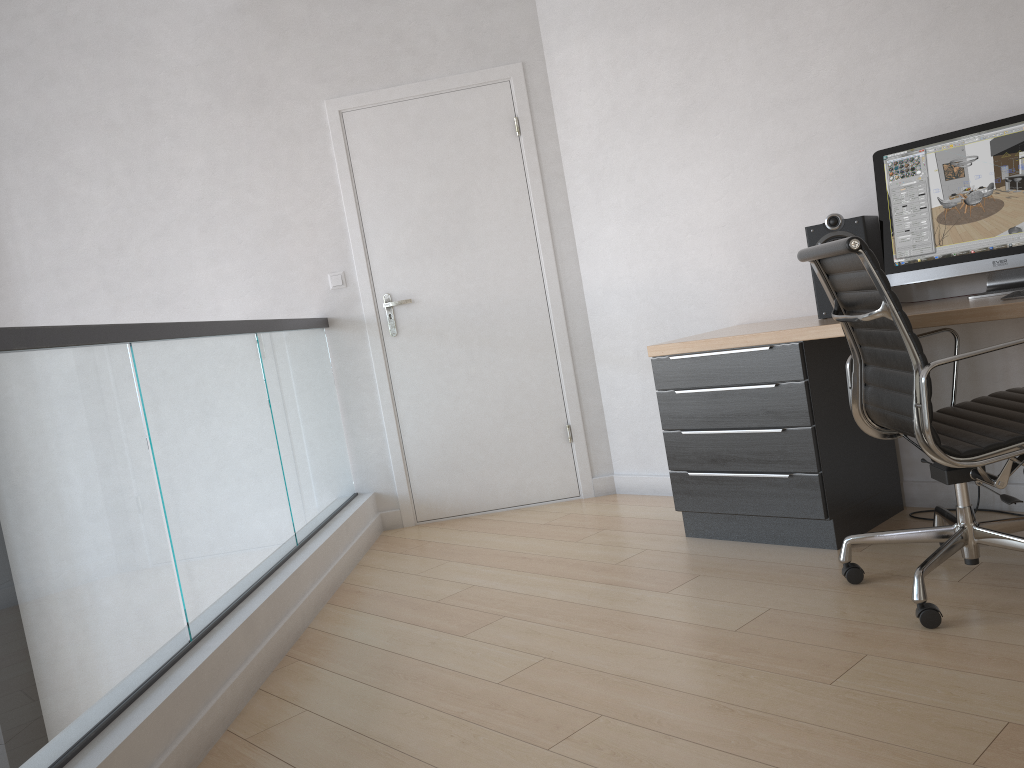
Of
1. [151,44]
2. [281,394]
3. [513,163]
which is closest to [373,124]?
[513,163]

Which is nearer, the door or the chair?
the chair

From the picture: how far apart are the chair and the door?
1.8m

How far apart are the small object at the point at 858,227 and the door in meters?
1.5

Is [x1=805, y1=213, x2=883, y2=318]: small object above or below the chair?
above

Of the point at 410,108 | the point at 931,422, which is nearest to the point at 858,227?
the point at 931,422

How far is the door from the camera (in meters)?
4.28

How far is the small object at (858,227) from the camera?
3.0 meters

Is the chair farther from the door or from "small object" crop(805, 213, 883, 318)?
the door

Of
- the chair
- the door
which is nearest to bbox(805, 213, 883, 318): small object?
the chair
